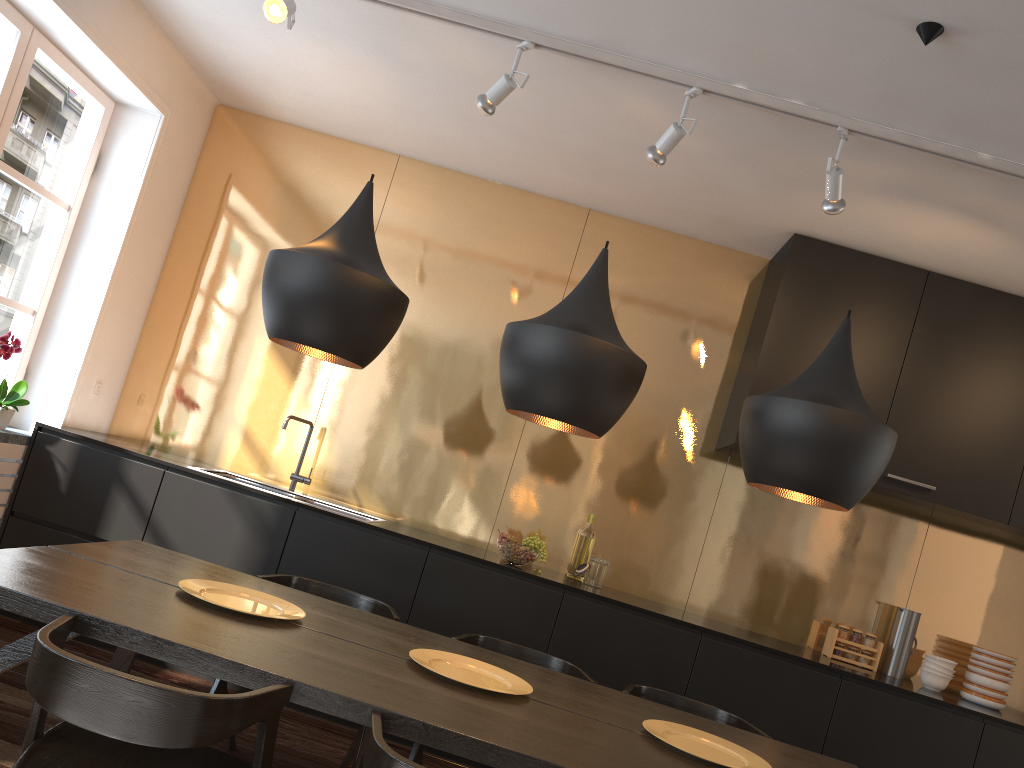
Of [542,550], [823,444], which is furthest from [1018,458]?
[823,444]

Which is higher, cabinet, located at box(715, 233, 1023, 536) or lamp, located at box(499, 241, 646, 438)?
cabinet, located at box(715, 233, 1023, 536)

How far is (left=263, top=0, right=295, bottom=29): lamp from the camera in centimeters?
309cm

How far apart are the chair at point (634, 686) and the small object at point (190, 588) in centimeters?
115cm

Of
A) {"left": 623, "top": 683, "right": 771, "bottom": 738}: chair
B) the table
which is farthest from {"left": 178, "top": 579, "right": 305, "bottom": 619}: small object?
{"left": 623, "top": 683, "right": 771, "bottom": 738}: chair

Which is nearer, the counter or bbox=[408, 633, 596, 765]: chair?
bbox=[408, 633, 596, 765]: chair

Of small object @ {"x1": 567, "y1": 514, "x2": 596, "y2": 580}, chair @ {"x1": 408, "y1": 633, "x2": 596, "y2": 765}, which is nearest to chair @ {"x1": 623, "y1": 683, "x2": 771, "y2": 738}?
chair @ {"x1": 408, "y1": 633, "x2": 596, "y2": 765}

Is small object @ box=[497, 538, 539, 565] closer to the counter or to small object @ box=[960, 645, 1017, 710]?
the counter

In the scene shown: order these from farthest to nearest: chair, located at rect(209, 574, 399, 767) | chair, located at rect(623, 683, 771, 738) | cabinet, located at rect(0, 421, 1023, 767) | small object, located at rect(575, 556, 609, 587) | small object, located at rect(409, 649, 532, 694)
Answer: small object, located at rect(575, 556, 609, 587)
cabinet, located at rect(0, 421, 1023, 767)
chair, located at rect(623, 683, 771, 738)
chair, located at rect(209, 574, 399, 767)
small object, located at rect(409, 649, 532, 694)

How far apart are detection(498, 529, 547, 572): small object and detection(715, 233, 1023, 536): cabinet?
1.0 meters
